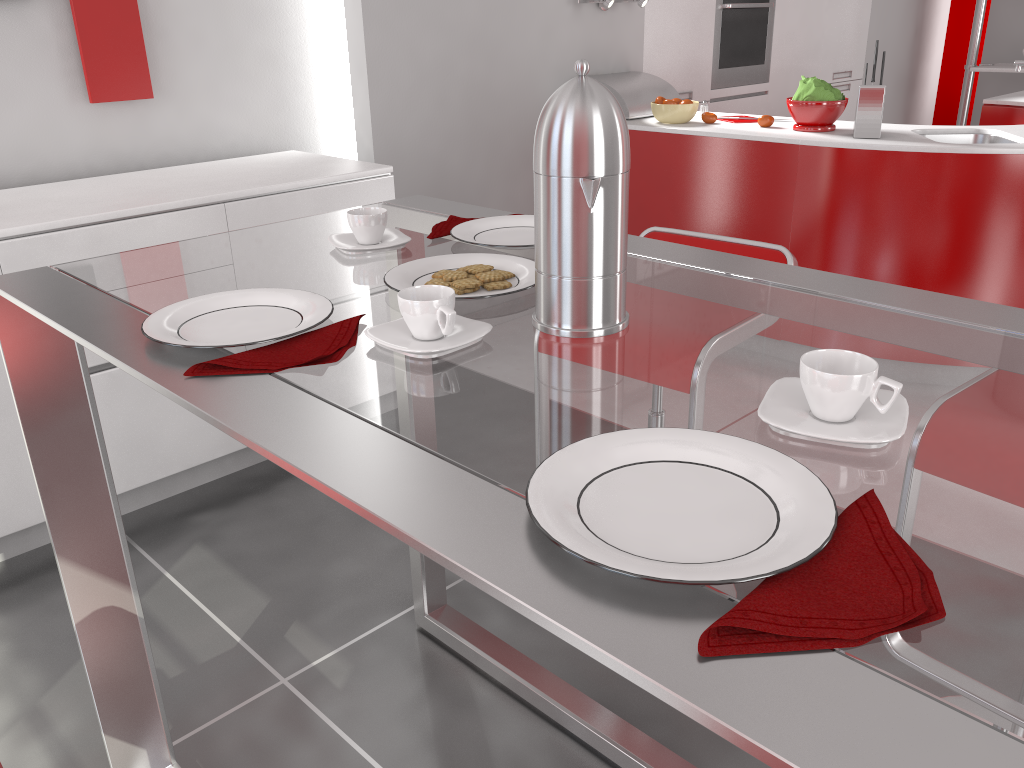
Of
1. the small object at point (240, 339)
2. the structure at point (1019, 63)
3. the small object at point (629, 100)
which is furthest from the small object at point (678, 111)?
the small object at point (240, 339)

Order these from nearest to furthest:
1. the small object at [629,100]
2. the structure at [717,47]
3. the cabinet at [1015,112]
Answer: the small object at [629,100] < the cabinet at [1015,112] < the structure at [717,47]

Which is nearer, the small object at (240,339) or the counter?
the small object at (240,339)

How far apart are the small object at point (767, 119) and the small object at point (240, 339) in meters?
2.9 m

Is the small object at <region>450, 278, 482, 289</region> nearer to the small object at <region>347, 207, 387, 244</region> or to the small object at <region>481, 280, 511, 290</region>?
the small object at <region>481, 280, 511, 290</region>

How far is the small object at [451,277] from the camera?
1.2 meters

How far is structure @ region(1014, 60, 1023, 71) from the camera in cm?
304

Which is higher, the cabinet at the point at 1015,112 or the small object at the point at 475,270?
the small object at the point at 475,270

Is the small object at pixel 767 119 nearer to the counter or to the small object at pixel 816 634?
the counter

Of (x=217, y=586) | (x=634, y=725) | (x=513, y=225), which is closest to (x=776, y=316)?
(x=513, y=225)
